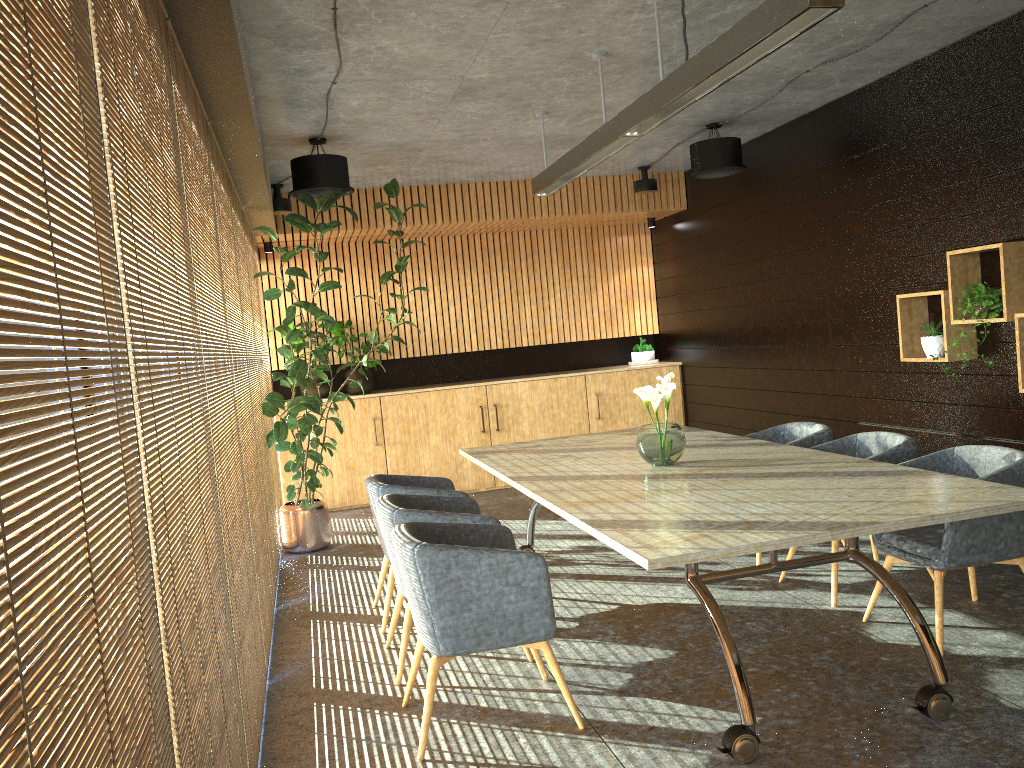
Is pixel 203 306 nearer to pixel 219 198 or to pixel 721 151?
pixel 219 198

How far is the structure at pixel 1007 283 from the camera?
5.5 meters

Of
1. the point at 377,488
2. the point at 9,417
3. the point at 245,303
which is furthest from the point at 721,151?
the point at 9,417

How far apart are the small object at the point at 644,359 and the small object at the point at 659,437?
5.8m

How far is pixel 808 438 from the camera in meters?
6.2

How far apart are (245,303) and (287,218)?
1.0 meters

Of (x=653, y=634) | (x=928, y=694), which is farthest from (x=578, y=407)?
(x=928, y=694)

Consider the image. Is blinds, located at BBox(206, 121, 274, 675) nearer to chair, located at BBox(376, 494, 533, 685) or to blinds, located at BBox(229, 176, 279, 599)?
blinds, located at BBox(229, 176, 279, 599)

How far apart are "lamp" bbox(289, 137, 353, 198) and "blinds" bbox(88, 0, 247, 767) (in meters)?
3.66

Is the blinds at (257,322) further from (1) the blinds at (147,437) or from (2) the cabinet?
(1) the blinds at (147,437)
